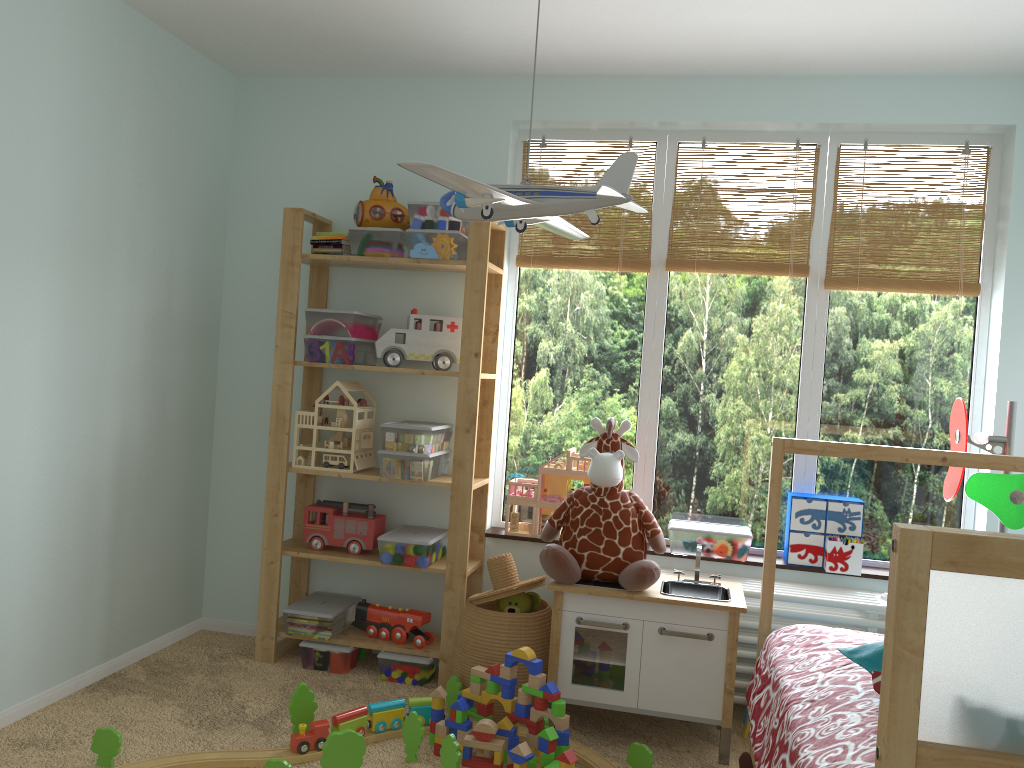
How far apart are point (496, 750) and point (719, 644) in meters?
0.7 m

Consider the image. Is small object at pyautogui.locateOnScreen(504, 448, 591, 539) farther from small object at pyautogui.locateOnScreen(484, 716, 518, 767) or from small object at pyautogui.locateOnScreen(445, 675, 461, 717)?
small object at pyautogui.locateOnScreen(484, 716, 518, 767)

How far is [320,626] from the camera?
3.14m

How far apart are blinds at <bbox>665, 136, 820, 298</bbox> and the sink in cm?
113

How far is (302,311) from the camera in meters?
3.5 m

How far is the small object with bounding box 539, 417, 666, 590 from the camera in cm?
268

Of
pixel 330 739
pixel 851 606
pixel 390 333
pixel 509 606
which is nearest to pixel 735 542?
pixel 851 606

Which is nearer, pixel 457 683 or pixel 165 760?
pixel 165 760

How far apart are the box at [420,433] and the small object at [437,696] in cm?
82

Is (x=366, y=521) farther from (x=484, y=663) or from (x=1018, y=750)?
(x=1018, y=750)
